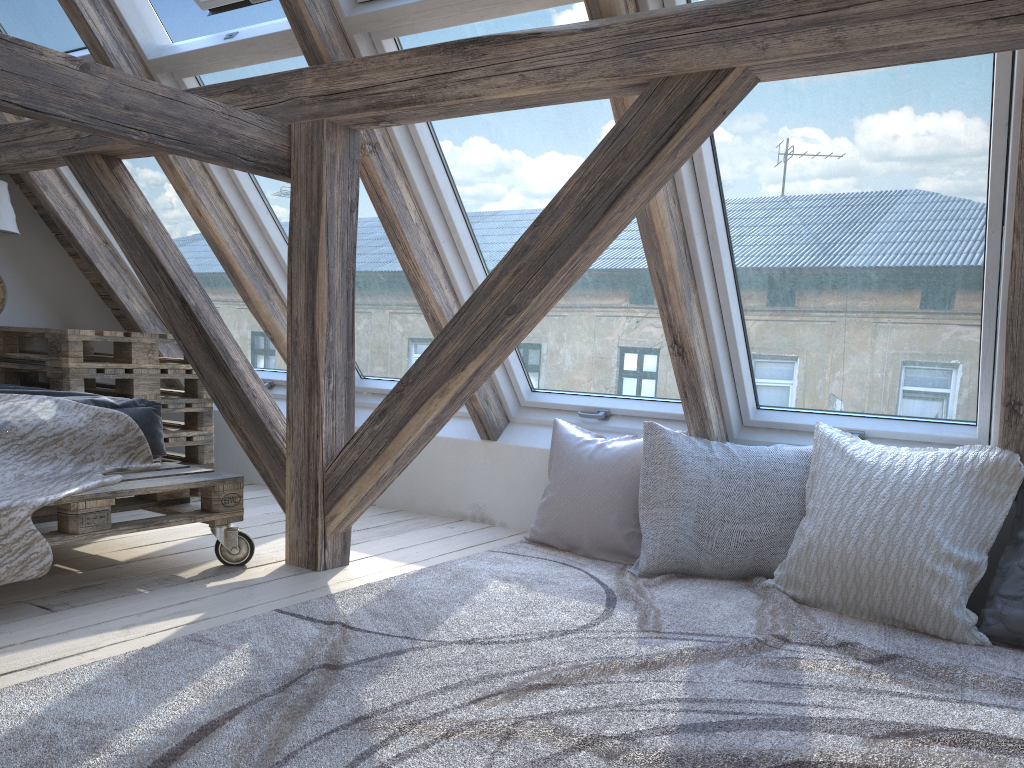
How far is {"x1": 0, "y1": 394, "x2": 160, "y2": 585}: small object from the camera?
2.1 meters

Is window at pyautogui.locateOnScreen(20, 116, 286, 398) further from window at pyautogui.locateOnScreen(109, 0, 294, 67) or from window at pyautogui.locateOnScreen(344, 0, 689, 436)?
window at pyautogui.locateOnScreen(344, 0, 689, 436)

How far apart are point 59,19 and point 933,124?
3.1 meters

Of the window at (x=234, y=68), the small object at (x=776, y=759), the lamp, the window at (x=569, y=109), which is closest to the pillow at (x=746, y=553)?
the small object at (x=776, y=759)

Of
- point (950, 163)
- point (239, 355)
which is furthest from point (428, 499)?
point (950, 163)

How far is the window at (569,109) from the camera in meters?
2.6

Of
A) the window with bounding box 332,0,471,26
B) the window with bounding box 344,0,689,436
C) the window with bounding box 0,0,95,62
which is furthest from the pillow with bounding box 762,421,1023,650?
the window with bounding box 0,0,95,62

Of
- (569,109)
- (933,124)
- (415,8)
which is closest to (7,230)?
(415,8)

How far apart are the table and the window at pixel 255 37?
1.0 meters

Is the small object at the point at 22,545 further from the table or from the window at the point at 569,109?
the window at the point at 569,109
